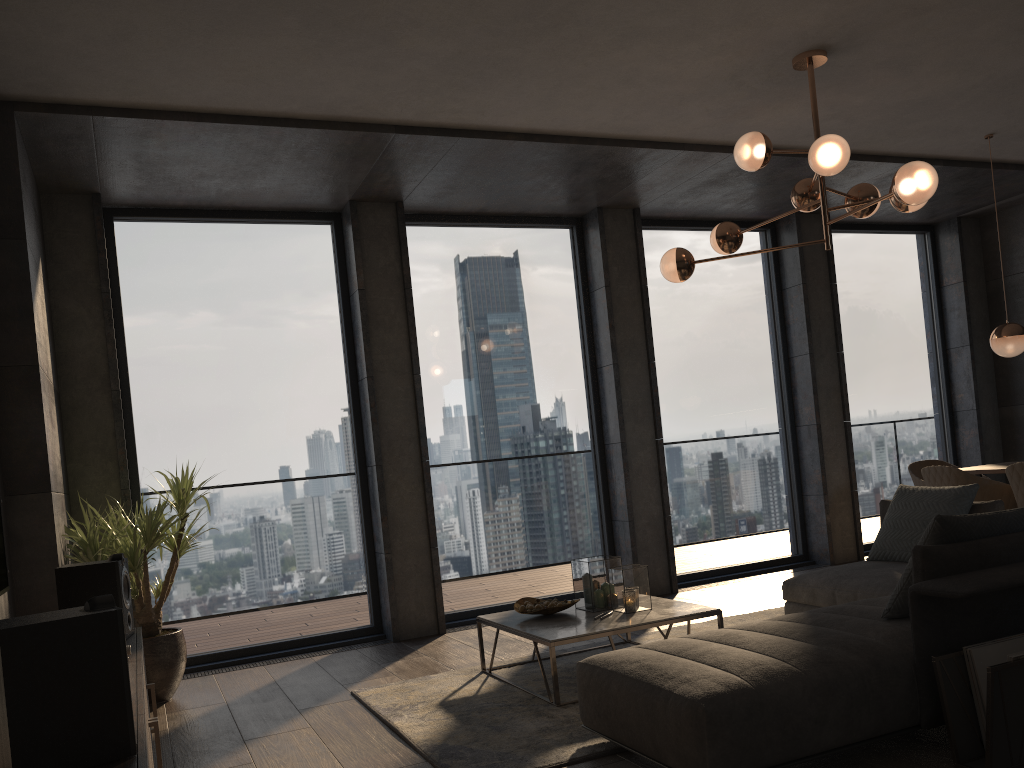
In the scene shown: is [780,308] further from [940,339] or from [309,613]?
[309,613]

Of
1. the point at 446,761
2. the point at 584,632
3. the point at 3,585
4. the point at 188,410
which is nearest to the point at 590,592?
the point at 584,632

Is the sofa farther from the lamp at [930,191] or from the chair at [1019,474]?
the lamp at [930,191]

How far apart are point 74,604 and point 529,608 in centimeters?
205cm

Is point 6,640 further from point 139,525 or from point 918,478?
point 918,478

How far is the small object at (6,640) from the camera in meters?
1.8

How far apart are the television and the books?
3.3 meters

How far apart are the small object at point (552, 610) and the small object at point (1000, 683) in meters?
1.9 m

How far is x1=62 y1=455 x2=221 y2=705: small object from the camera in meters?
4.6 m

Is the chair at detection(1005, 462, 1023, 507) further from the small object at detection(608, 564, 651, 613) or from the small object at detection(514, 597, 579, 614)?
the small object at detection(514, 597, 579, 614)
